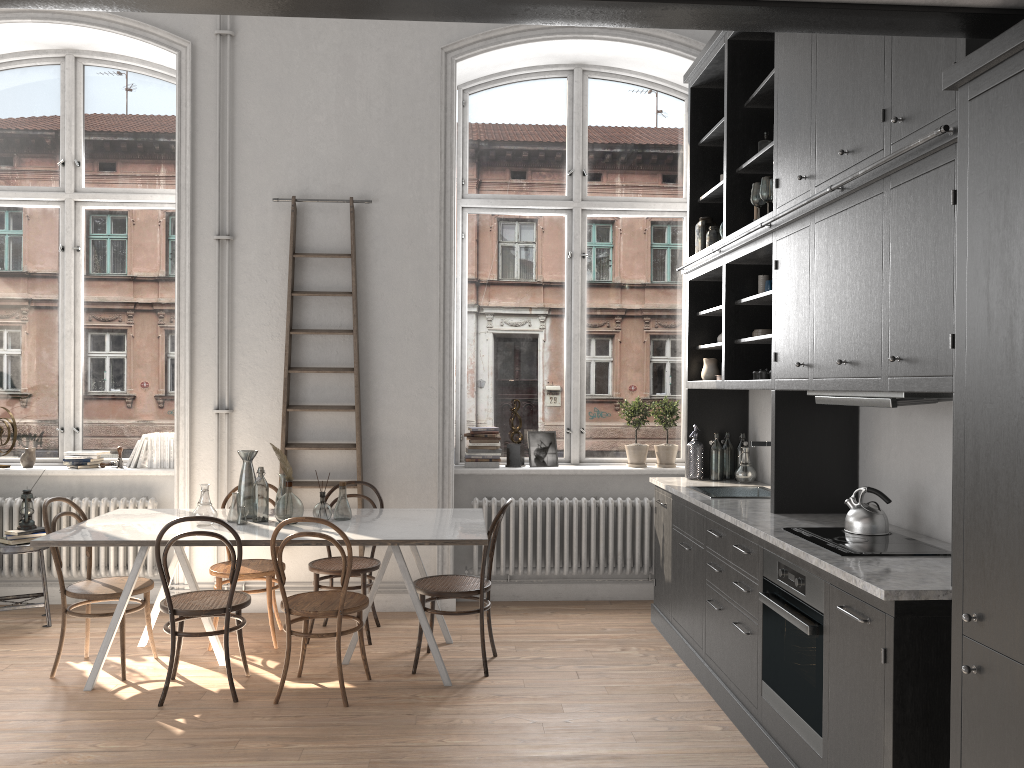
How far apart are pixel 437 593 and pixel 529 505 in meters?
1.6 m

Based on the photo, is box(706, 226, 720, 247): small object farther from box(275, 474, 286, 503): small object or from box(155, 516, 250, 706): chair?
box(155, 516, 250, 706): chair

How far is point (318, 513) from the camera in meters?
4.9

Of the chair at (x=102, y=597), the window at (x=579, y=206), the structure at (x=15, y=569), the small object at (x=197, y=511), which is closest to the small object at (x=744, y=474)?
the window at (x=579, y=206)

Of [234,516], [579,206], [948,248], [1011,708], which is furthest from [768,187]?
[234,516]

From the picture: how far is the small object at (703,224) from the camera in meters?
5.6 m

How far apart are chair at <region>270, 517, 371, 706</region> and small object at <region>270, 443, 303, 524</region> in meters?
0.4

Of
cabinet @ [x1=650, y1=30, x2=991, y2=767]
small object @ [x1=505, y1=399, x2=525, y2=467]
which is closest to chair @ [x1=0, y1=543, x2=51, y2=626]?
small object @ [x1=505, y1=399, x2=525, y2=467]

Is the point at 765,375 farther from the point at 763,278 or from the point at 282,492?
the point at 282,492

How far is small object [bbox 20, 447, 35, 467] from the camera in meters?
6.2
